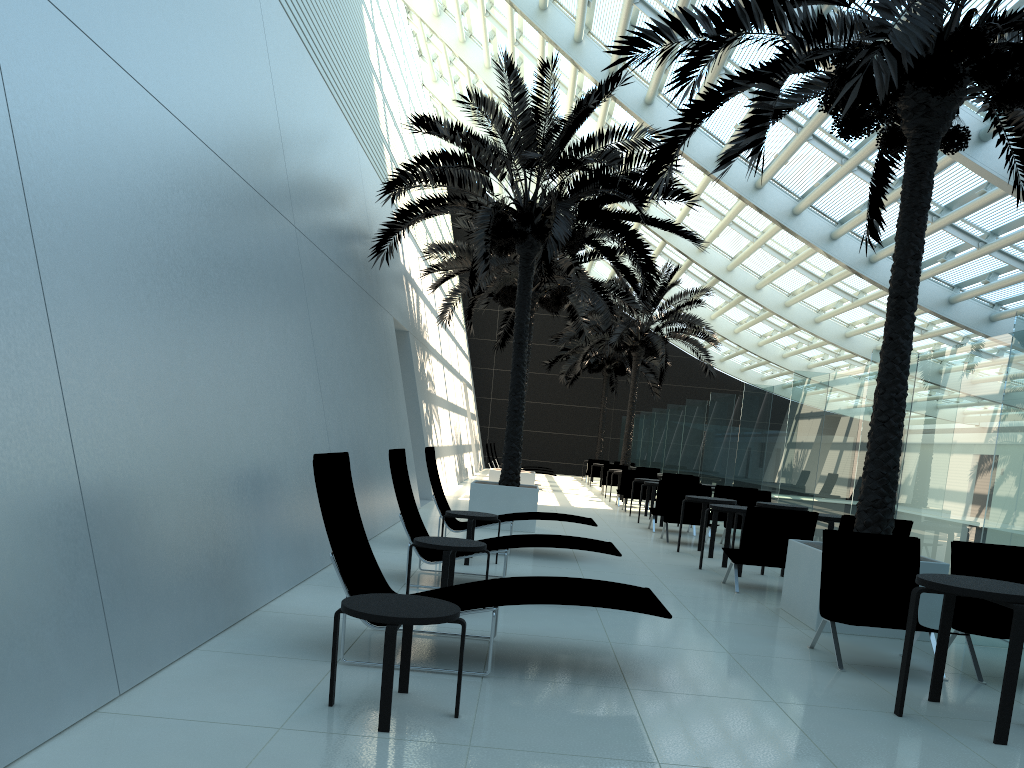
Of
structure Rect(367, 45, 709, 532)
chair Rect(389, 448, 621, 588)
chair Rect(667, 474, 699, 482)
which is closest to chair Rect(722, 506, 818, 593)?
chair Rect(389, 448, 621, 588)

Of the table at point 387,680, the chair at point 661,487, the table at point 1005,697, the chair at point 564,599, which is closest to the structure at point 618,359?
the chair at point 661,487

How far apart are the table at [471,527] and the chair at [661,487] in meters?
6.0

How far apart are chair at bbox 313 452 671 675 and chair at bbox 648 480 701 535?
9.0m

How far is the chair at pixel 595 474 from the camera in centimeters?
3036cm

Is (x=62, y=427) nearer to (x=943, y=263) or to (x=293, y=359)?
(x=293, y=359)

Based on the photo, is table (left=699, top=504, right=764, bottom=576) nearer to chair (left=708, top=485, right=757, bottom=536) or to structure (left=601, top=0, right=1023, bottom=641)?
structure (left=601, top=0, right=1023, bottom=641)

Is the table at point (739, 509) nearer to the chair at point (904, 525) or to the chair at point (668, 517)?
the chair at point (904, 525)

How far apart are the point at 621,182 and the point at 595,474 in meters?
19.4

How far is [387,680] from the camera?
3.66m
